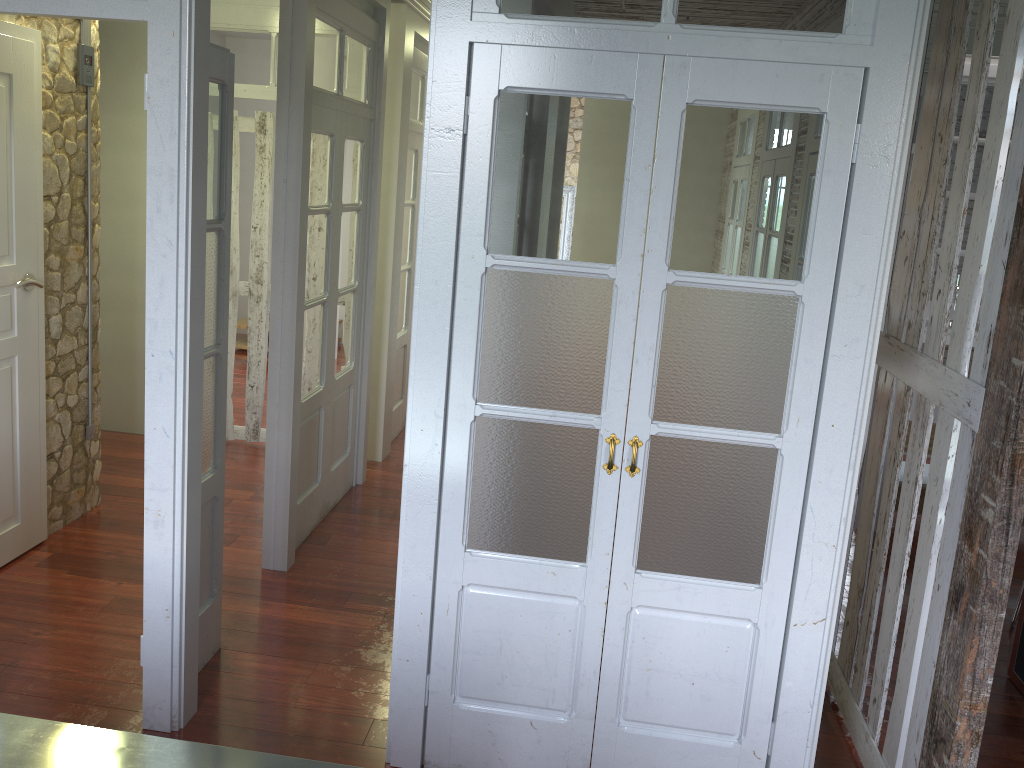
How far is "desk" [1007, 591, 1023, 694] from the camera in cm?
357

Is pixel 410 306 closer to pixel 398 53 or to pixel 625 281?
pixel 398 53

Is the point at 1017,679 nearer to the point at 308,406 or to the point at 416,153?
the point at 308,406

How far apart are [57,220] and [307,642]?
2.21m

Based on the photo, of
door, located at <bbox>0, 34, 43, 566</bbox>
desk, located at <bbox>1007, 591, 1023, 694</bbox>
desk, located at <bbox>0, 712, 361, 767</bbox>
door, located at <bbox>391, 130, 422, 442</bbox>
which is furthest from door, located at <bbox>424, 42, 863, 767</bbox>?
door, located at <bbox>391, 130, 422, 442</bbox>

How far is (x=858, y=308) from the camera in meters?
2.4 m

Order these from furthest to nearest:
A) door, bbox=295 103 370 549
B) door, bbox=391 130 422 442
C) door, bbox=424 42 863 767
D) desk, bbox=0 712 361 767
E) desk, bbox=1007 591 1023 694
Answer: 1. door, bbox=391 130 422 442
2. door, bbox=295 103 370 549
3. desk, bbox=1007 591 1023 694
4. door, bbox=424 42 863 767
5. desk, bbox=0 712 361 767

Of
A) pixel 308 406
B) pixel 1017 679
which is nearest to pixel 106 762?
pixel 308 406

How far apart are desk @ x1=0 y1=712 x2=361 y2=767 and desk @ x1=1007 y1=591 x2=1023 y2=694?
3.0m

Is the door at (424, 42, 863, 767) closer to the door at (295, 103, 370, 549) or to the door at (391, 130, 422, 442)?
the door at (295, 103, 370, 549)
